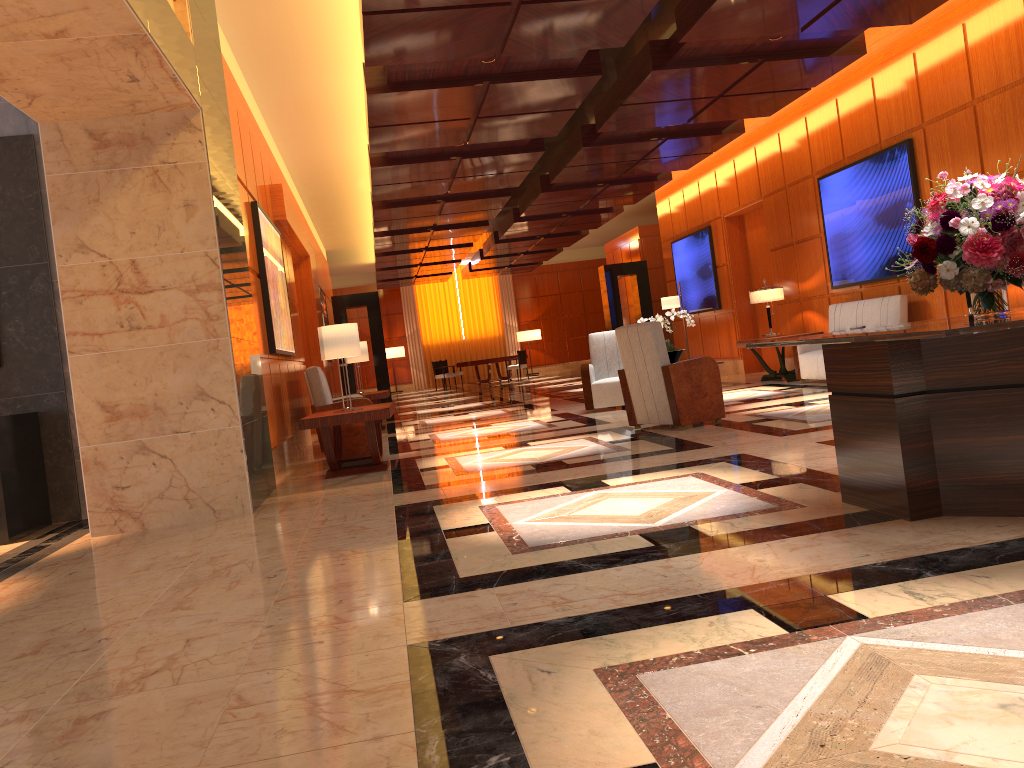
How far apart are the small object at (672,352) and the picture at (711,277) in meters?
6.0

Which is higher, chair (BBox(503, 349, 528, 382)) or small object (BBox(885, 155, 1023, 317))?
small object (BBox(885, 155, 1023, 317))

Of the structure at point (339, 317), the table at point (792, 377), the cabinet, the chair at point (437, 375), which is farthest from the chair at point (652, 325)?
the chair at point (437, 375)

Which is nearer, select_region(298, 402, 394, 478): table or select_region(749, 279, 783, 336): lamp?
select_region(298, 402, 394, 478): table

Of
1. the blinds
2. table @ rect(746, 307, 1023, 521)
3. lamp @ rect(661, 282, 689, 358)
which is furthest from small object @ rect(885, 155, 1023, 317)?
the blinds

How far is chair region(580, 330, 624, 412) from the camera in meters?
10.7 m

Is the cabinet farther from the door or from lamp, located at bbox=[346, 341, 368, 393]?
the door

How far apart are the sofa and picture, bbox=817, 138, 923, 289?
0.3 meters

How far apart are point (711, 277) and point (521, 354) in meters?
10.3

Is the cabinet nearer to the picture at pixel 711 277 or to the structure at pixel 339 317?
the picture at pixel 711 277
